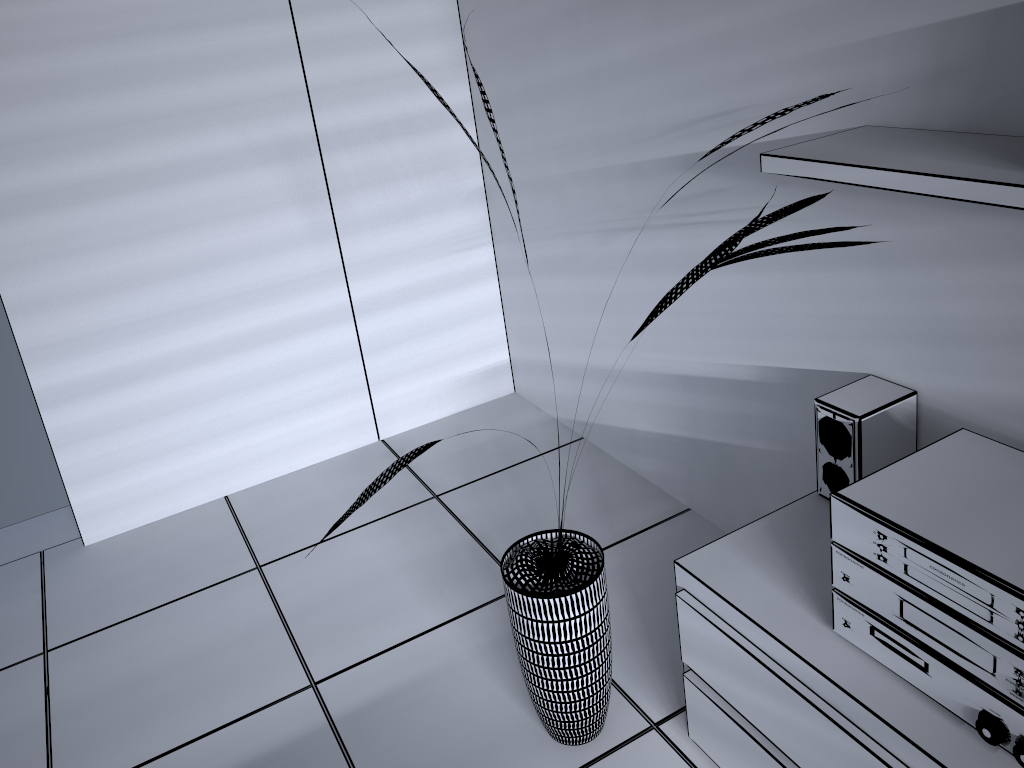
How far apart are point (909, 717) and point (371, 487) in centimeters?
102cm

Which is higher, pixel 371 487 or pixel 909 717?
pixel 371 487

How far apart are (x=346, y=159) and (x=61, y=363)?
1.1m

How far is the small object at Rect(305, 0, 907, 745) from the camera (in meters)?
1.74

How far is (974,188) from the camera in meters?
1.2

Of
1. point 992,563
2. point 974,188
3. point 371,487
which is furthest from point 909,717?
point 371,487

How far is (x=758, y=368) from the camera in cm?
225

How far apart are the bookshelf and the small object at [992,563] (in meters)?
0.46

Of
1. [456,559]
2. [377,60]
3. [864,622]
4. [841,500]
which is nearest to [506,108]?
[377,60]

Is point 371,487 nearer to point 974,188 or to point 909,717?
point 909,717
